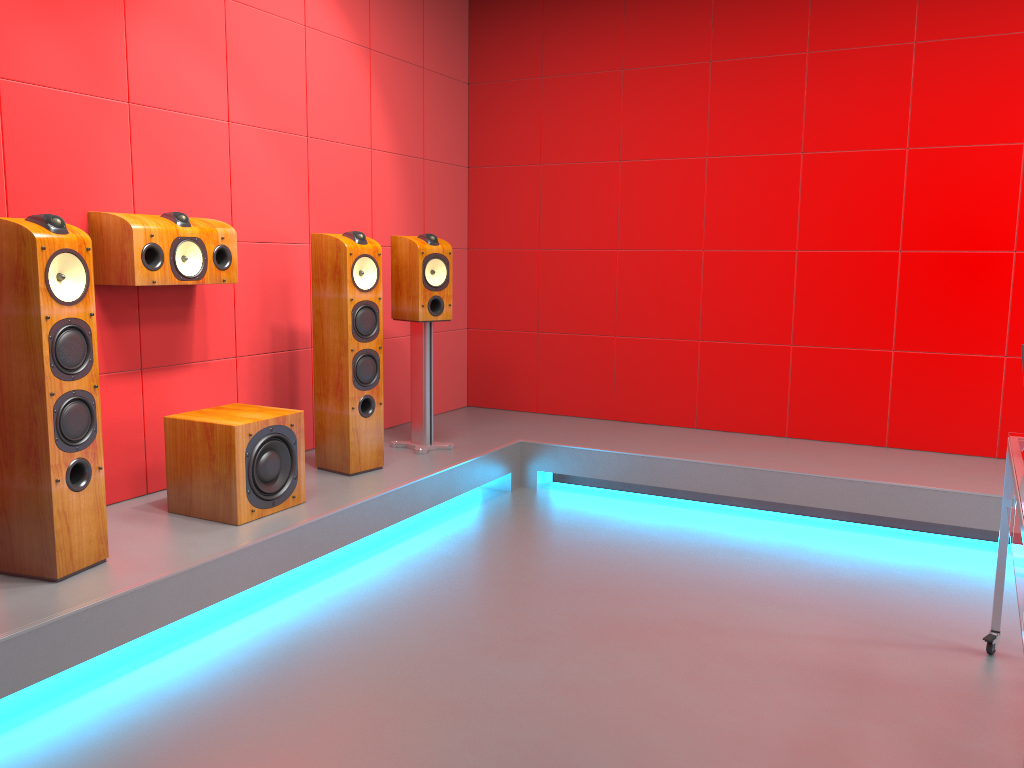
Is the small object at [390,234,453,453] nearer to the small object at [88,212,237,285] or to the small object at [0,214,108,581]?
the small object at [88,212,237,285]

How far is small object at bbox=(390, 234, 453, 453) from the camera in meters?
4.2

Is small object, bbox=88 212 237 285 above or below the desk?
above

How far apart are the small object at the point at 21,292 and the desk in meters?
2.4 m

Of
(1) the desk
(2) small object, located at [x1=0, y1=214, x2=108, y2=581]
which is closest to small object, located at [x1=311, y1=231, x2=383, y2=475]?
(2) small object, located at [x1=0, y1=214, x2=108, y2=581]

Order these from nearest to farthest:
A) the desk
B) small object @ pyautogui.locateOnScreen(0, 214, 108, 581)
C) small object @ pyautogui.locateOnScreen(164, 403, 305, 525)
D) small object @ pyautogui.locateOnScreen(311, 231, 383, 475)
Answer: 1. the desk
2. small object @ pyautogui.locateOnScreen(0, 214, 108, 581)
3. small object @ pyautogui.locateOnScreen(164, 403, 305, 525)
4. small object @ pyautogui.locateOnScreen(311, 231, 383, 475)

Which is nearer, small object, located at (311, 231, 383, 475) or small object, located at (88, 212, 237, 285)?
small object, located at (88, 212, 237, 285)

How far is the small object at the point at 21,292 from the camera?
2.5m

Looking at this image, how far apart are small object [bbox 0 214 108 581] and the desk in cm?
244

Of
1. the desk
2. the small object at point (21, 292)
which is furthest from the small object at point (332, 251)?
the desk
